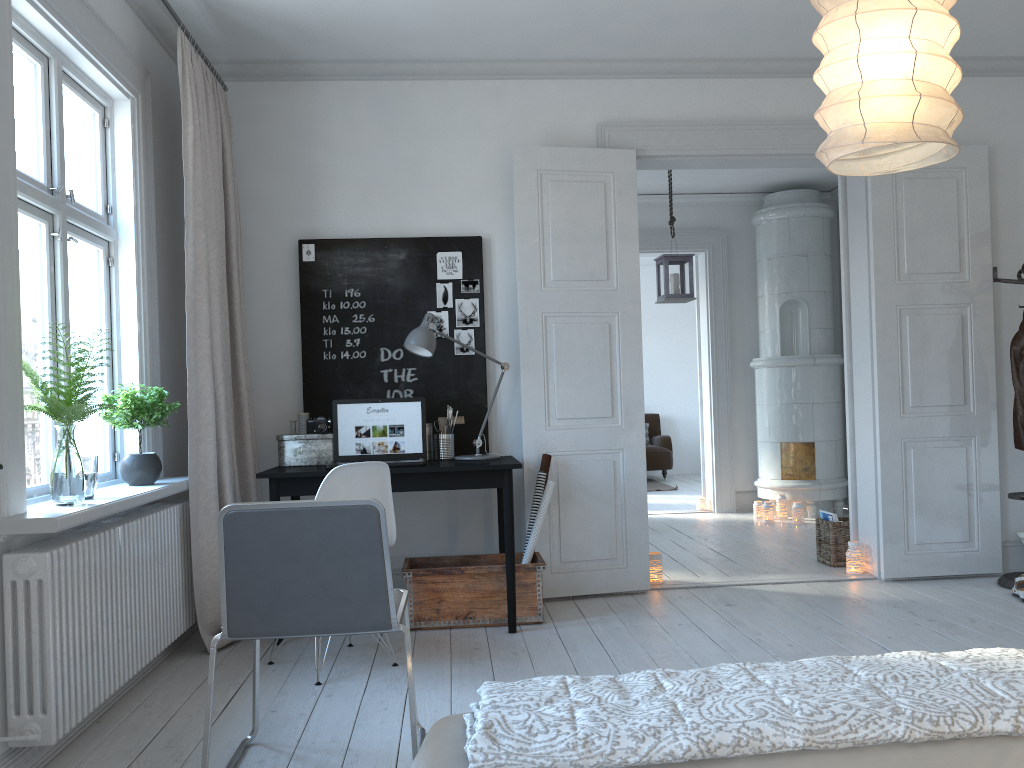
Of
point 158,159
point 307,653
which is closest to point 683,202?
point 158,159

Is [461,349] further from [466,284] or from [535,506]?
[535,506]

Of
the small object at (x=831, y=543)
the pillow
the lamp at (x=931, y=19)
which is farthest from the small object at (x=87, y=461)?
the pillow

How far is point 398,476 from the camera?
3.9m

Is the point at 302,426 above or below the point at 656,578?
above

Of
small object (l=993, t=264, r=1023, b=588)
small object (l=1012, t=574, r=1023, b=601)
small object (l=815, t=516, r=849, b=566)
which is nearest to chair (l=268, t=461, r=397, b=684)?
small object (l=815, t=516, r=849, b=566)

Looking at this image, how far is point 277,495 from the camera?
3.89m

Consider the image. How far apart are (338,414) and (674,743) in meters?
3.3

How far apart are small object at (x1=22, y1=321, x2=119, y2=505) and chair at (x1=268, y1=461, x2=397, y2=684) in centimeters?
82cm

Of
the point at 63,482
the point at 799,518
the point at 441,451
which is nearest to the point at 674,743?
the point at 63,482
